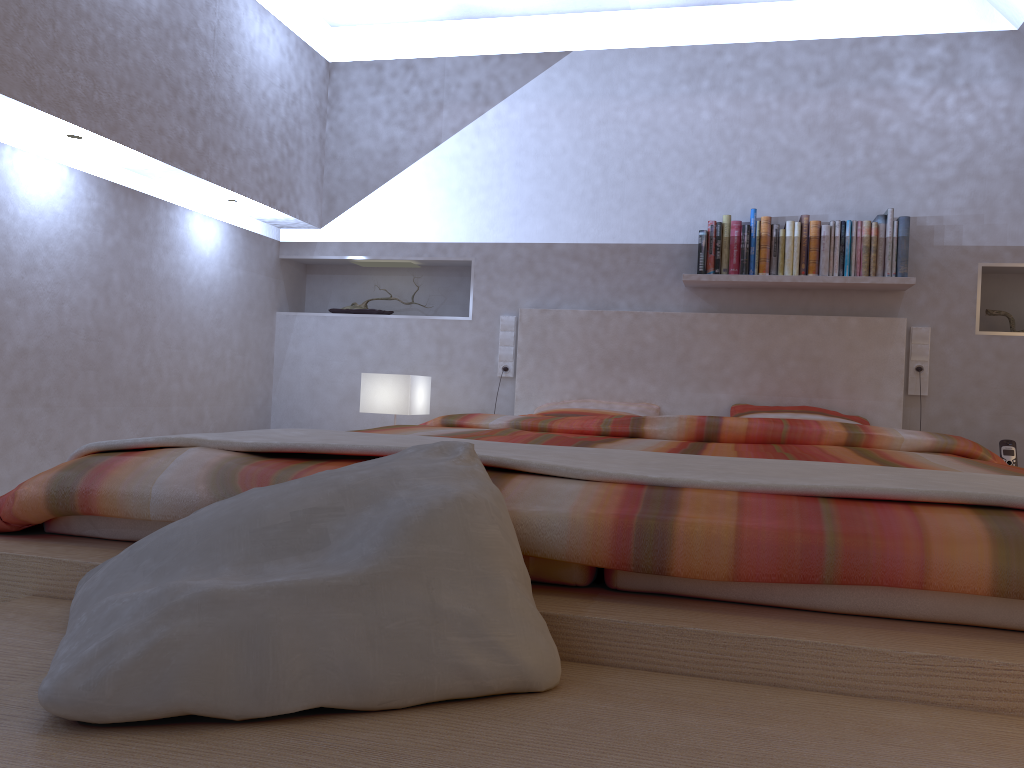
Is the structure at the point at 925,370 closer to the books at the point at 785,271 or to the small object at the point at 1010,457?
the small object at the point at 1010,457

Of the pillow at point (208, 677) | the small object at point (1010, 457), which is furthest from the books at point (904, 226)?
the pillow at point (208, 677)

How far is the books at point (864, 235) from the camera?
3.6 meters

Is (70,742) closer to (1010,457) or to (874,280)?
(874,280)

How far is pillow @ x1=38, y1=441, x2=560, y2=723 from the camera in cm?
77

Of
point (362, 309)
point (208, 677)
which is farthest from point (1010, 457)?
point (208, 677)

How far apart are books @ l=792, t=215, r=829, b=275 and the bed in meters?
0.2 m

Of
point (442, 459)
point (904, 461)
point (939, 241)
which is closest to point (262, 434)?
point (442, 459)

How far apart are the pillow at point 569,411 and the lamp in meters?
0.5

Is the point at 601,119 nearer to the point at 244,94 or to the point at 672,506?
the point at 244,94
